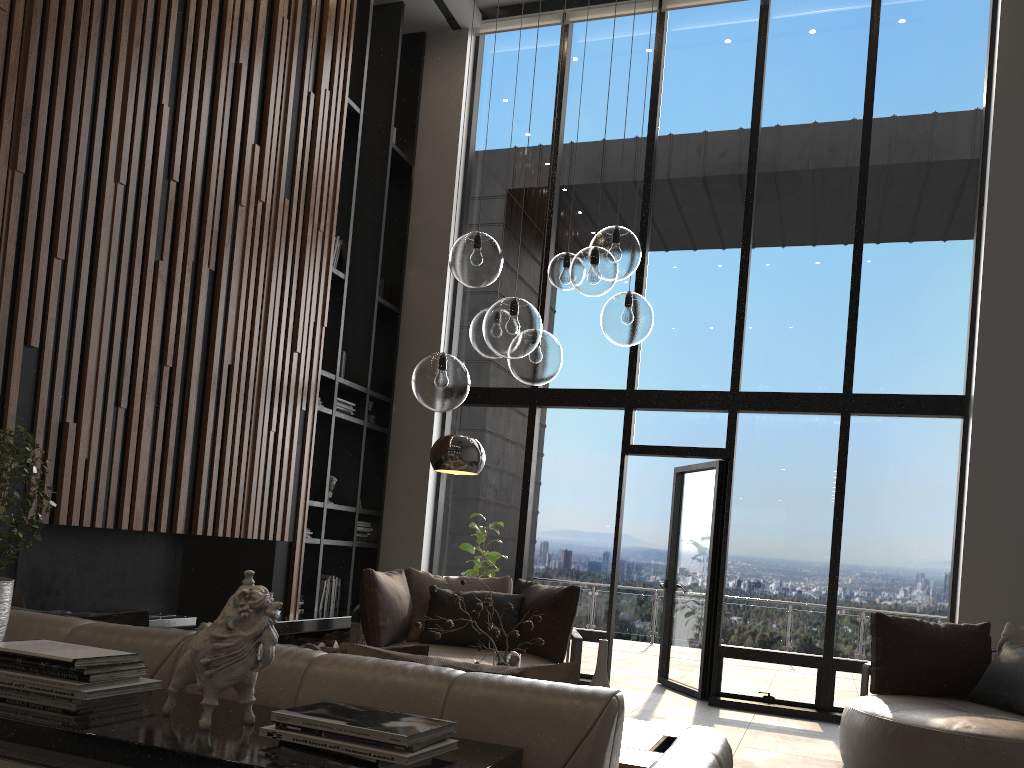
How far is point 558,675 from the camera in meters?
1.8

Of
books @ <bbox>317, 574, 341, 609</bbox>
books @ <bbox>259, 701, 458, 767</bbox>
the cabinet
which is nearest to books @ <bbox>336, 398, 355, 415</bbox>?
books @ <bbox>317, 574, 341, 609</bbox>

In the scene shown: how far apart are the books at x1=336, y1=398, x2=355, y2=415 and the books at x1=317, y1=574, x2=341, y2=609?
1.4 meters

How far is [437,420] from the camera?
7.9m

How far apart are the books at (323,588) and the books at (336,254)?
2.6m

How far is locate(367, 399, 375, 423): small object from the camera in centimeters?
784cm

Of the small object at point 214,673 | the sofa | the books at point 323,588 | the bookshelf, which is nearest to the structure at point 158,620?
the bookshelf

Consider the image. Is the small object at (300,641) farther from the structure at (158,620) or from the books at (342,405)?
the books at (342,405)

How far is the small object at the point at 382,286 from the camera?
8.1 meters

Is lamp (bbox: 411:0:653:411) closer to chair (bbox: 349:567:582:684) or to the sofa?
the sofa
